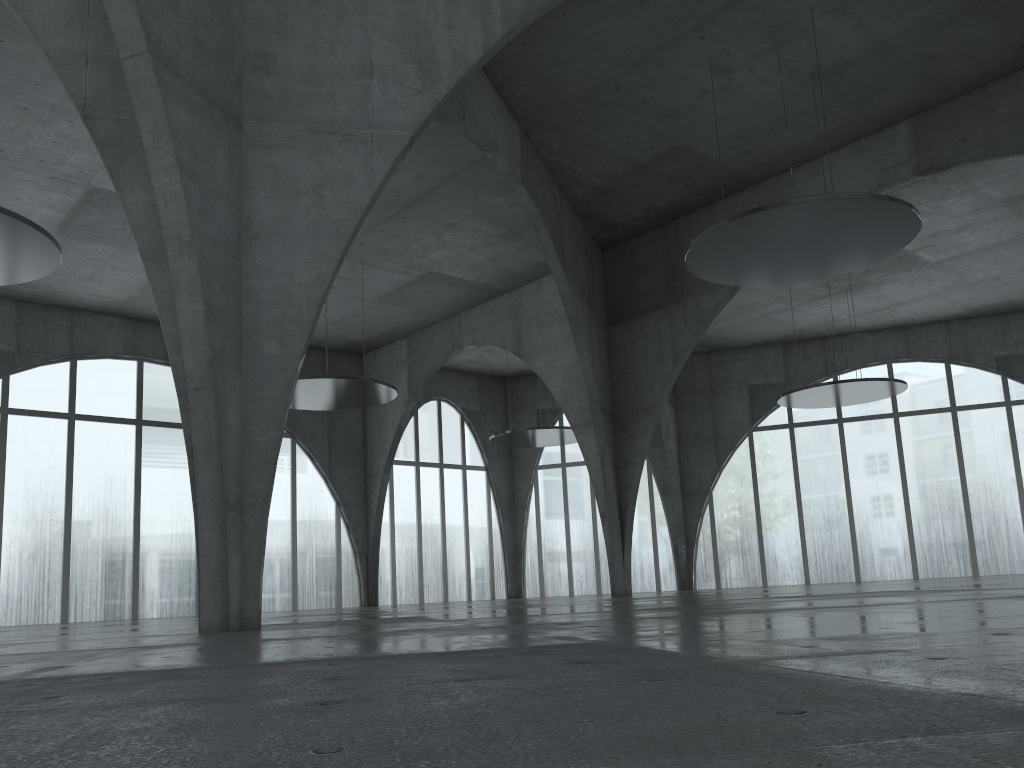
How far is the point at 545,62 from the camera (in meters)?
42.51

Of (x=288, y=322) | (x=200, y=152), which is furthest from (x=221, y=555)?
(x=200, y=152)
